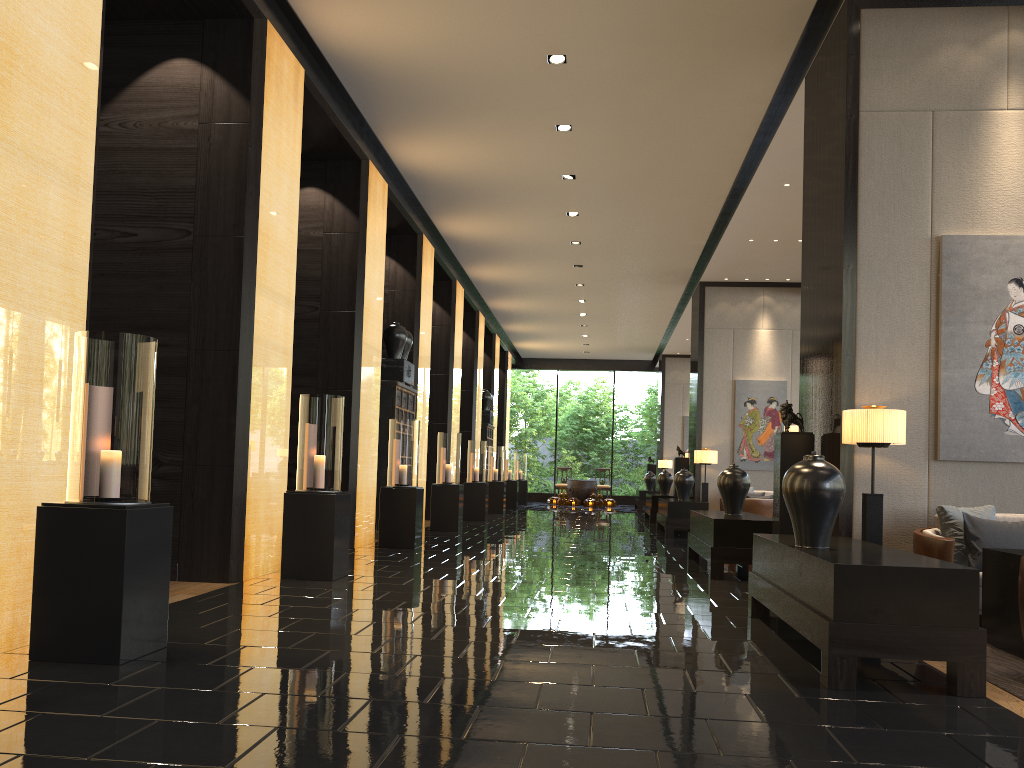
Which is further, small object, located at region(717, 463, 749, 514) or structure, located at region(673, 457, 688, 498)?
structure, located at region(673, 457, 688, 498)

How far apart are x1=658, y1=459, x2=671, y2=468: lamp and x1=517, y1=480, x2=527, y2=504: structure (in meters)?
3.71

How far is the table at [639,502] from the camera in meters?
21.3

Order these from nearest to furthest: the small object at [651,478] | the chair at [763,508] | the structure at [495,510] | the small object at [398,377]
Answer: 1. the small object at [398,377]
2. the chair at [763,508]
3. the structure at [495,510]
4. the small object at [651,478]

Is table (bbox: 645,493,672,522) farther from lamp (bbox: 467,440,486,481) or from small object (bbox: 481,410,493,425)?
small object (bbox: 481,410,493,425)

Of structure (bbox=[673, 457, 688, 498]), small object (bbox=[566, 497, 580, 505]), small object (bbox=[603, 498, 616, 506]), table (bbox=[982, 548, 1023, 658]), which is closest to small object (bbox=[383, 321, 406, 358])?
structure (bbox=[673, 457, 688, 498])

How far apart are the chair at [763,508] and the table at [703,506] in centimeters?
56cm

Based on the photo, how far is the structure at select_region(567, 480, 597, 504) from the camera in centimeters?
2471cm

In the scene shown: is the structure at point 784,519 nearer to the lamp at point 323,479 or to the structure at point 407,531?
the lamp at point 323,479

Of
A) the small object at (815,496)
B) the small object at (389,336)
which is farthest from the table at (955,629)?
the small object at (389,336)
